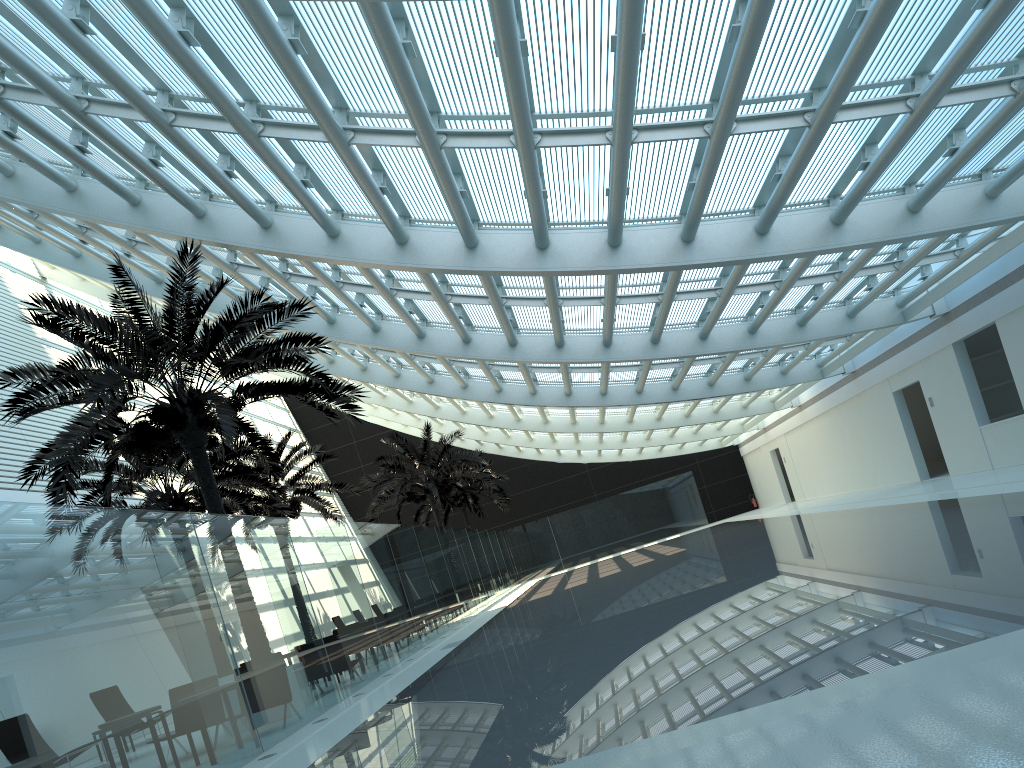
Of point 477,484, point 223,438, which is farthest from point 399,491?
point 223,438

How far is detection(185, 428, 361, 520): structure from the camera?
23.56m

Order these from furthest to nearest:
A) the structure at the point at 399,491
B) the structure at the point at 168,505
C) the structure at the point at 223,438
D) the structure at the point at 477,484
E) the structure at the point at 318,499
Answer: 1. the structure at the point at 477,484
2. the structure at the point at 399,491
3. the structure at the point at 318,499
4. the structure at the point at 168,505
5. the structure at the point at 223,438

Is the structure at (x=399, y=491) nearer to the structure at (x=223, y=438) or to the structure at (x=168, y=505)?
the structure at (x=168, y=505)

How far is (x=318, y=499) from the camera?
23.56m

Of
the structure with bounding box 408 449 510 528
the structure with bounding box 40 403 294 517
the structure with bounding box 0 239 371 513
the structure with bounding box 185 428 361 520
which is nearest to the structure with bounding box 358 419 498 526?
the structure with bounding box 185 428 361 520

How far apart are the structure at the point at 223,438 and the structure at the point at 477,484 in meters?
23.3

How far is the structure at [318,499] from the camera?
23.56m

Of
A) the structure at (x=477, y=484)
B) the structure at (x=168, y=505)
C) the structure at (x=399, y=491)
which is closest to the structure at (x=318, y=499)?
the structure at (x=168, y=505)

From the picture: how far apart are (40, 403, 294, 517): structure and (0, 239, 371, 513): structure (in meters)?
2.00
